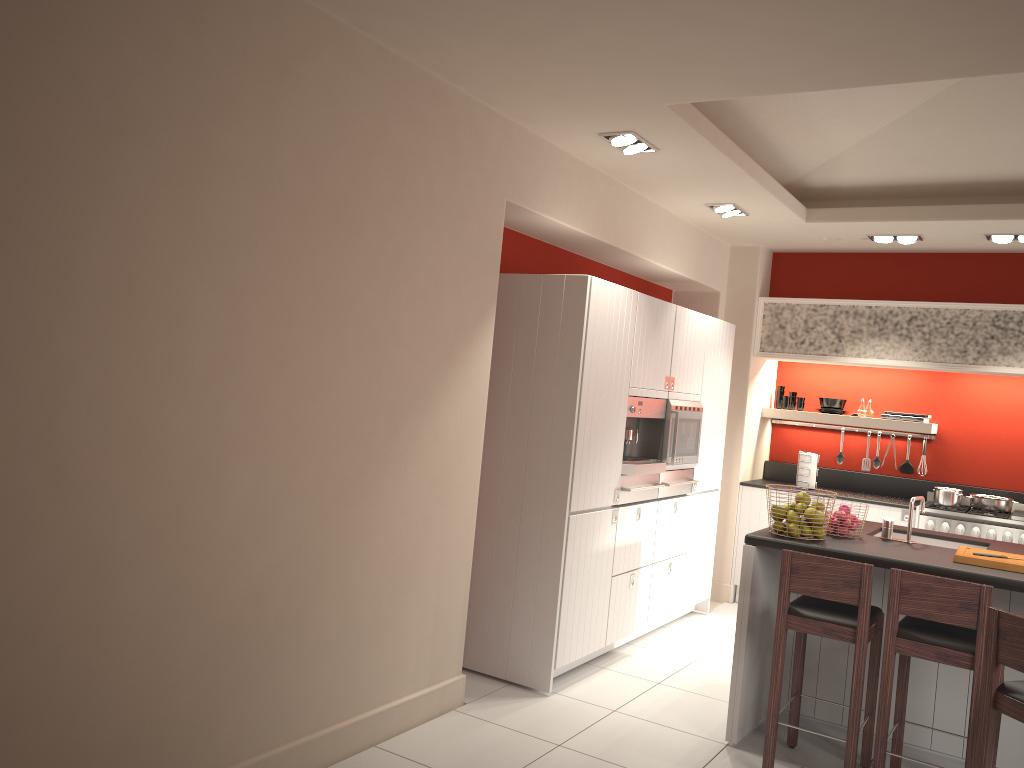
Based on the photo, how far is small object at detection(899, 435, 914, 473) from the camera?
7.5m

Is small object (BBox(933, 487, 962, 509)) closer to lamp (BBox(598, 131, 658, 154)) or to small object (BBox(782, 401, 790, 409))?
small object (BBox(782, 401, 790, 409))

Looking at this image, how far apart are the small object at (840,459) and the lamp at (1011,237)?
2.30m

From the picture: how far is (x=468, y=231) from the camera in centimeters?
429cm

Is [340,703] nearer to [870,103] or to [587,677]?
[587,677]

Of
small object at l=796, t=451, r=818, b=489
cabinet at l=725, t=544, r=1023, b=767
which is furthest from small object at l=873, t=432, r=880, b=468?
cabinet at l=725, t=544, r=1023, b=767

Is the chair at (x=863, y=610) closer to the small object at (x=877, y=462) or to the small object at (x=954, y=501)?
the small object at (x=954, y=501)

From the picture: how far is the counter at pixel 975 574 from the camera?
3.8 meters

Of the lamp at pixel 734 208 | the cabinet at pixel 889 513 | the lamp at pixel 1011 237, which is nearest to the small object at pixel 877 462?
the cabinet at pixel 889 513

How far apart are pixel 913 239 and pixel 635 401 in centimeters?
Answer: 277cm
